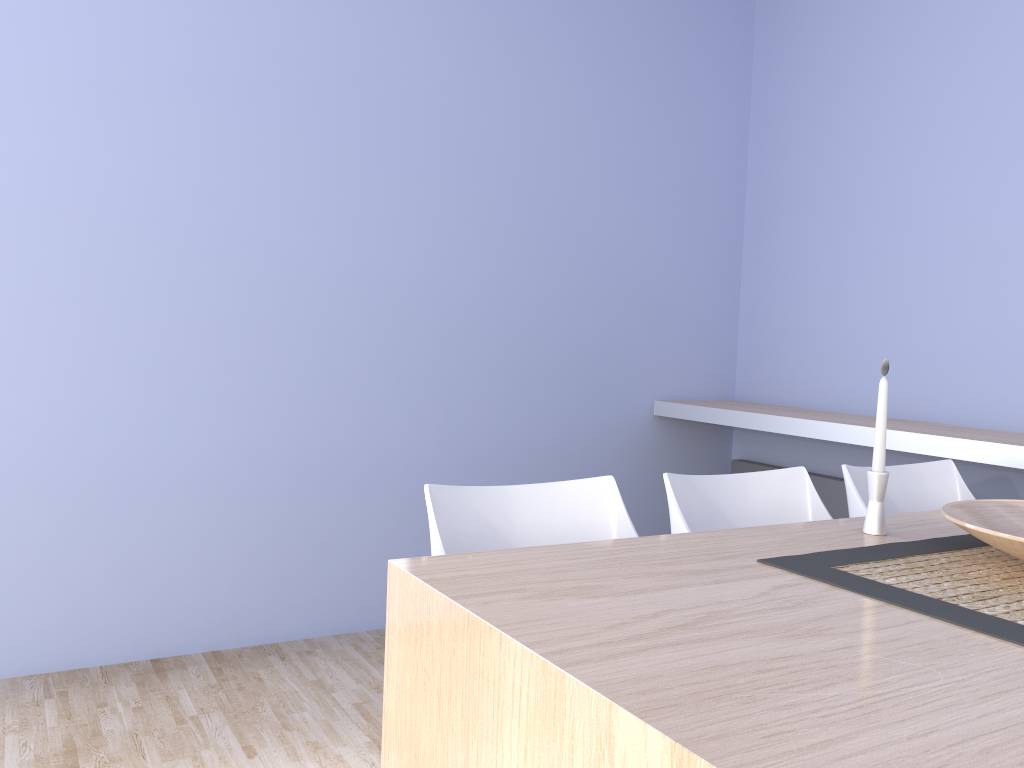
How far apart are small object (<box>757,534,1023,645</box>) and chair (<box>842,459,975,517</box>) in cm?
44

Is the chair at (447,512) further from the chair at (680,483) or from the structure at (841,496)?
the structure at (841,496)

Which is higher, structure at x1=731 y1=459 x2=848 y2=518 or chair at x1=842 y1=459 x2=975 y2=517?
chair at x1=842 y1=459 x2=975 y2=517

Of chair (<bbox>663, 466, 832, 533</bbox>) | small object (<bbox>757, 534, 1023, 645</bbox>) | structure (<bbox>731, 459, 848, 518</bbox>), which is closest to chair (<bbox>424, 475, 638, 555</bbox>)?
chair (<bbox>663, 466, 832, 533</bbox>)

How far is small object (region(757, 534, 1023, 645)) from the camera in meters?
1.2 m

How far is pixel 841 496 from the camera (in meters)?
3.40

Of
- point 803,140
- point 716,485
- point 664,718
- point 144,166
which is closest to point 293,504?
point 144,166

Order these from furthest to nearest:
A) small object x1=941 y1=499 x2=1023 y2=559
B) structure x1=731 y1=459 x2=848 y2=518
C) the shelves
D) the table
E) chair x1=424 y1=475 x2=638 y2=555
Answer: structure x1=731 y1=459 x2=848 y2=518 < the shelves < chair x1=424 y1=475 x2=638 y2=555 < small object x1=941 y1=499 x2=1023 y2=559 < the table

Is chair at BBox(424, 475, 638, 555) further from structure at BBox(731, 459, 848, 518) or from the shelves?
structure at BBox(731, 459, 848, 518)

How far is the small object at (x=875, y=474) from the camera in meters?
1.7 m
